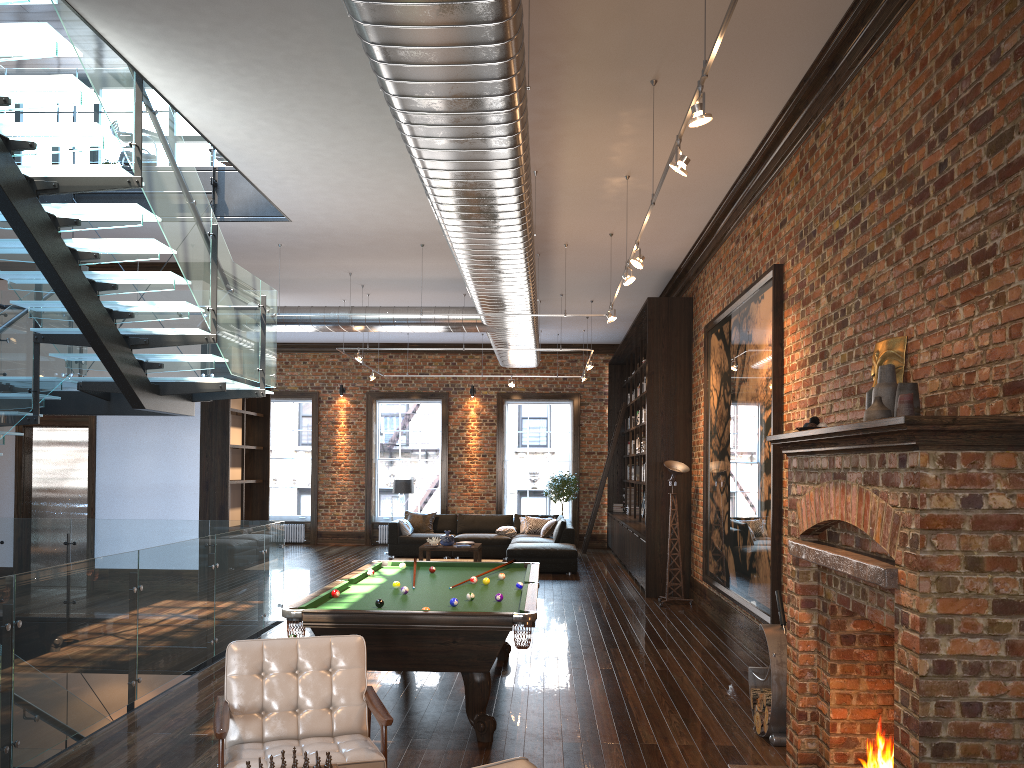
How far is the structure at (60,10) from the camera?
5.3m

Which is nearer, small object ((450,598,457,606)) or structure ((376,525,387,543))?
small object ((450,598,457,606))

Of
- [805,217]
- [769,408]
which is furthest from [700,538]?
[805,217]

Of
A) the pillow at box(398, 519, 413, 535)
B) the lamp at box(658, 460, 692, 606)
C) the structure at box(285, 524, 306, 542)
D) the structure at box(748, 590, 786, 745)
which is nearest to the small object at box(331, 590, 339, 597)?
the structure at box(748, 590, 786, 745)

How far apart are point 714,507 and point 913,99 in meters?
5.8

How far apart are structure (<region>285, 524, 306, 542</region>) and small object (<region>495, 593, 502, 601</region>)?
14.2 meters

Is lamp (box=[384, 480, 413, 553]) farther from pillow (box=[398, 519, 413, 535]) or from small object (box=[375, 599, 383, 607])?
small object (box=[375, 599, 383, 607])

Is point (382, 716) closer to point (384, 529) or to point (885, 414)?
point (885, 414)

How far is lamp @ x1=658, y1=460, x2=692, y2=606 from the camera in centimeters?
1111cm

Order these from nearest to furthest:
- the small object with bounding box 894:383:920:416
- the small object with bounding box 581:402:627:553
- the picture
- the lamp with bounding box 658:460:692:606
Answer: the small object with bounding box 894:383:920:416 < the picture < the lamp with bounding box 658:460:692:606 < the small object with bounding box 581:402:627:553
